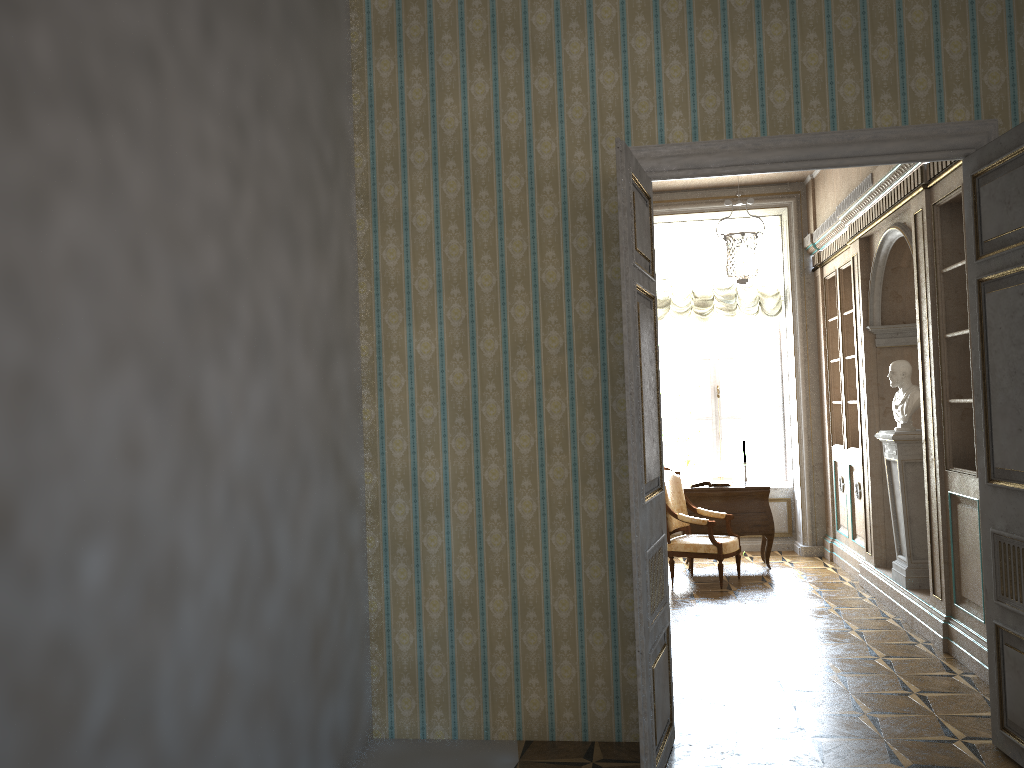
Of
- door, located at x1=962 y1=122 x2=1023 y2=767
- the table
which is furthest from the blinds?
door, located at x1=962 y1=122 x2=1023 y2=767

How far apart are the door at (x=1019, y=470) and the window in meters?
5.8

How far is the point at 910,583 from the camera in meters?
6.3 m

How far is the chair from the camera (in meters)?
7.56

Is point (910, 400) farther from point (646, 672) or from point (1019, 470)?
point (646, 672)

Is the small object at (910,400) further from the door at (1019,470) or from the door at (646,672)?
the door at (646,672)

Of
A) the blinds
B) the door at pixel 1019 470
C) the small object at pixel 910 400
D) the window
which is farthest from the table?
the door at pixel 1019 470

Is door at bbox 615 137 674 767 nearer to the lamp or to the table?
the lamp

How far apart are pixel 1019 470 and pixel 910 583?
2.96m

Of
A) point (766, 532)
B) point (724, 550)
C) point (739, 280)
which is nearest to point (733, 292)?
point (766, 532)
